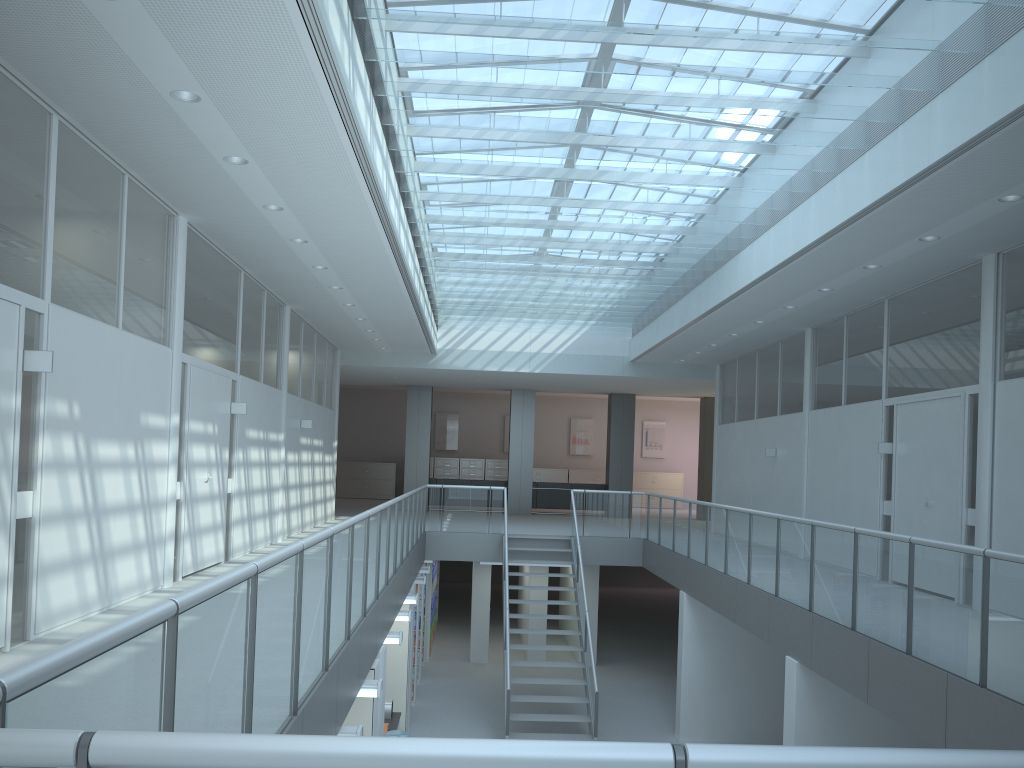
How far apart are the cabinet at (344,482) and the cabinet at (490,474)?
2.7 meters

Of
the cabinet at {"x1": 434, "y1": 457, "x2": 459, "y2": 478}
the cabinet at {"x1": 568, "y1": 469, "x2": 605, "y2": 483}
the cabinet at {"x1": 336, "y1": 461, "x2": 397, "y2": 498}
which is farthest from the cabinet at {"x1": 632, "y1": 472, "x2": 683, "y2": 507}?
the cabinet at {"x1": 336, "y1": 461, "x2": 397, "y2": 498}

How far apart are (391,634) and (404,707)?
3.0 meters

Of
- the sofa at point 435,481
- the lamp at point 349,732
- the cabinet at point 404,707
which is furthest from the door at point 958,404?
the sofa at point 435,481

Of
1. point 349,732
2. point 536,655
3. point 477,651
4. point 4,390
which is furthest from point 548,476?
point 4,390

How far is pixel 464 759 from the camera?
1.1m

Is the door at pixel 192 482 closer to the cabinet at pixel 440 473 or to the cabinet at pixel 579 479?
the cabinet at pixel 440 473

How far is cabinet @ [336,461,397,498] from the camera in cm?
2475

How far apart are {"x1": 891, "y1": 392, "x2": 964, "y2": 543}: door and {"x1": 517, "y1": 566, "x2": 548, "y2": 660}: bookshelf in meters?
7.0 m

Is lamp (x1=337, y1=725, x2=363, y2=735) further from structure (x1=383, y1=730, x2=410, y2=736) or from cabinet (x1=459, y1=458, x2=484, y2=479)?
cabinet (x1=459, y1=458, x2=484, y2=479)
